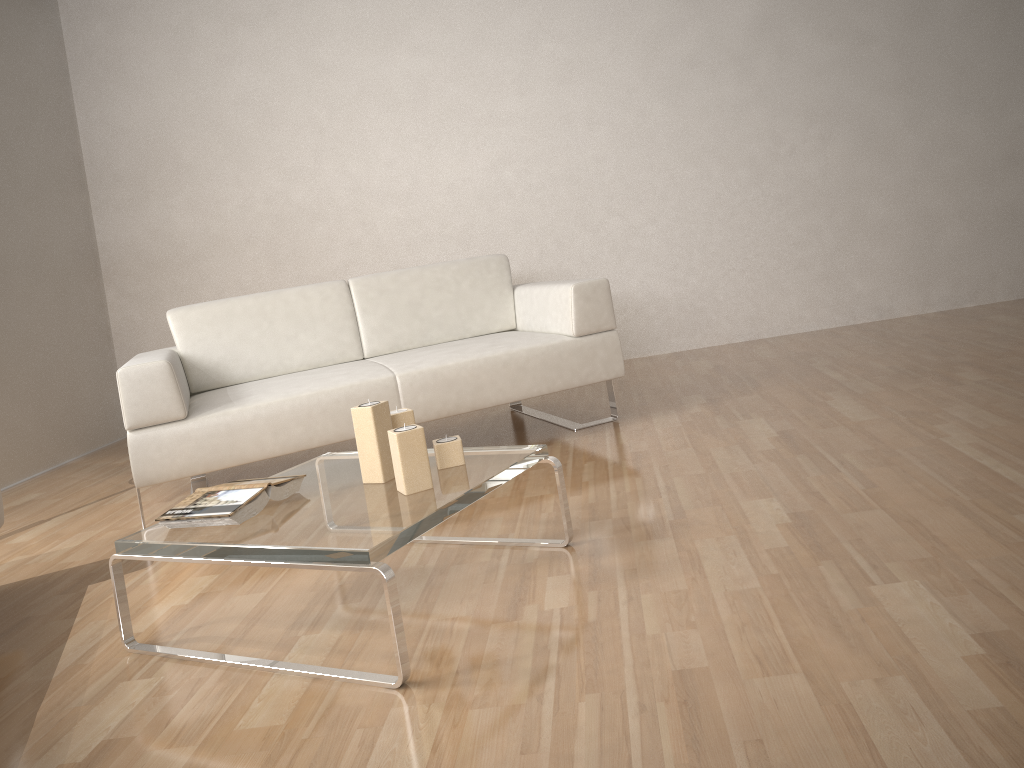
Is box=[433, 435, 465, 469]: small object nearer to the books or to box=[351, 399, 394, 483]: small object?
box=[351, 399, 394, 483]: small object

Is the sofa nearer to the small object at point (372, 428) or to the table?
the table

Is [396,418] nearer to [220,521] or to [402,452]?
[402,452]

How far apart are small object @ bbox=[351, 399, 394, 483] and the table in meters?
0.0

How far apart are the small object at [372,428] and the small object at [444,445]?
0.1 meters

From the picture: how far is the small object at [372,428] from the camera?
2.1m

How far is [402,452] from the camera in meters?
2.0

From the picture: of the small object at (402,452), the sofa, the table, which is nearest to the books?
the table

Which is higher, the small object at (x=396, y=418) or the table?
the small object at (x=396, y=418)

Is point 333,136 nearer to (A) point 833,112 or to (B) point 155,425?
(B) point 155,425
